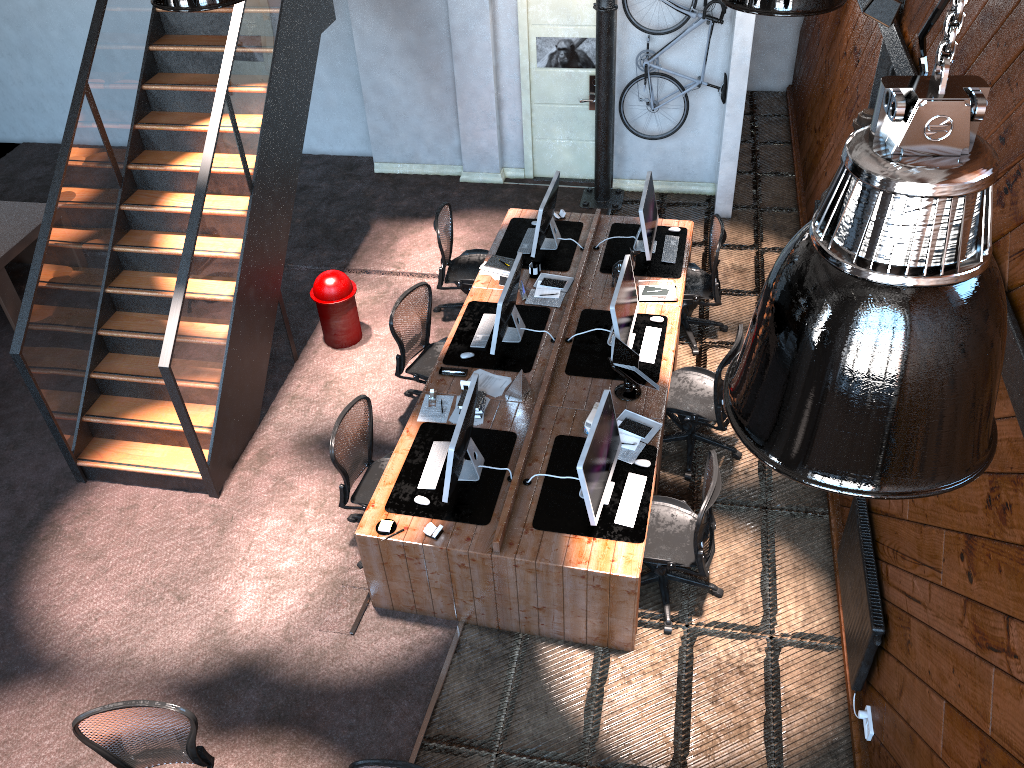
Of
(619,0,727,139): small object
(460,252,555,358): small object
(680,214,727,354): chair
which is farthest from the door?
(460,252,555,358): small object

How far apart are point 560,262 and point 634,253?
0.8 meters

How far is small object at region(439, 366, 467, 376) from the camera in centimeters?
658cm

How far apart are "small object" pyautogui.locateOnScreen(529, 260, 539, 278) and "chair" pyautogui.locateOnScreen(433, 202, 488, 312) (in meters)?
0.65

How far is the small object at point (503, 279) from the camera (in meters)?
7.43

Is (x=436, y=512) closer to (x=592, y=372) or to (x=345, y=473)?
(x=345, y=473)

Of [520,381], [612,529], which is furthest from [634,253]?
[612,529]

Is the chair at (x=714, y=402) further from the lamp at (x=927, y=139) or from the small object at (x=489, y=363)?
the lamp at (x=927, y=139)

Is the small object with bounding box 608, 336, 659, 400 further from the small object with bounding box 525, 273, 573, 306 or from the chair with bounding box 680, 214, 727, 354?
the chair with bounding box 680, 214, 727, 354

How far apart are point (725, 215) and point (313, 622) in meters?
6.2 m
